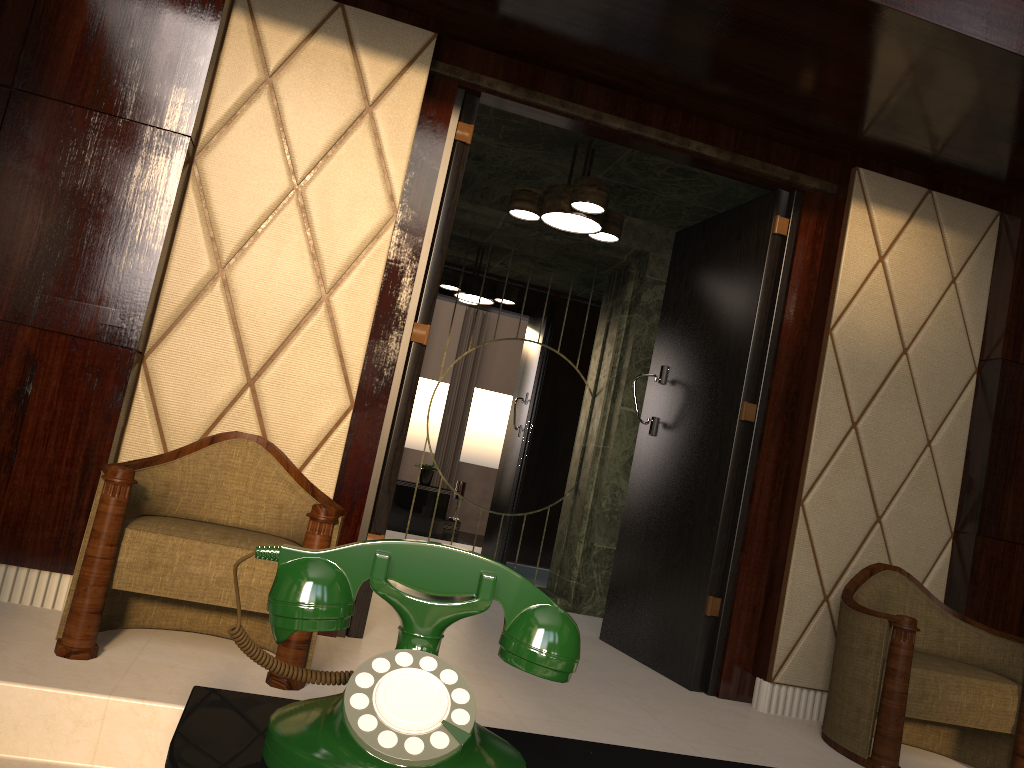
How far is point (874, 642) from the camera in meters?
A: 2.5 m

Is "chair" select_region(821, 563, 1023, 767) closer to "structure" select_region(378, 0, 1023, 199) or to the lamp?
"structure" select_region(378, 0, 1023, 199)

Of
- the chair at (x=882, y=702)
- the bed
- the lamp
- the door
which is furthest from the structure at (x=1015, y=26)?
the bed

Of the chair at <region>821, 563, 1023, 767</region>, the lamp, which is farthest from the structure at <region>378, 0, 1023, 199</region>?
the chair at <region>821, 563, 1023, 767</region>

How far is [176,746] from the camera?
0.5 meters

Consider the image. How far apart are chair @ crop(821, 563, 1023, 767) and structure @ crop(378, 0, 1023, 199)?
1.4m

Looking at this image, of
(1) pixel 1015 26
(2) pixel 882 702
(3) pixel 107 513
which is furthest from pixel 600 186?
(3) pixel 107 513

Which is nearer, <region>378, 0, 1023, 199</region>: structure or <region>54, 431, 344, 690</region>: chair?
<region>54, 431, 344, 690</region>: chair

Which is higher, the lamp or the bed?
the lamp

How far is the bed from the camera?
0.48m
